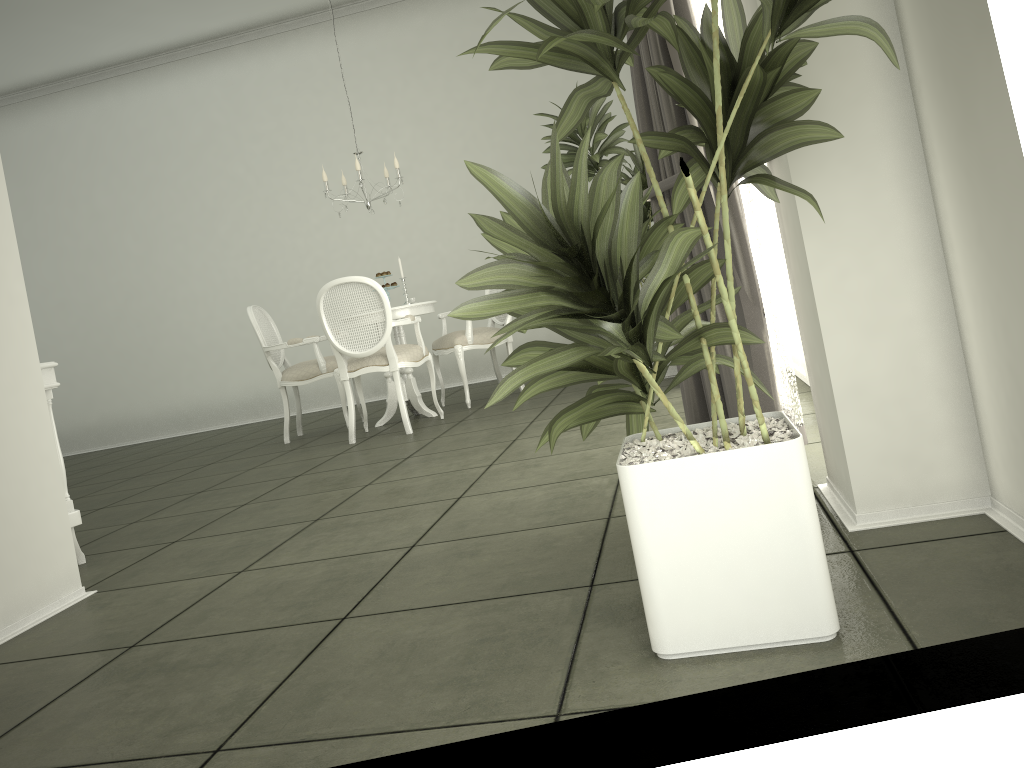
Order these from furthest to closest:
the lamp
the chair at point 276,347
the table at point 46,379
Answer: the chair at point 276,347 → the lamp → the table at point 46,379

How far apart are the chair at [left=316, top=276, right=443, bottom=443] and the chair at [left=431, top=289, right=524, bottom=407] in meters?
0.4 m

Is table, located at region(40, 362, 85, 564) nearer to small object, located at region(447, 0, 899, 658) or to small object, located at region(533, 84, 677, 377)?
small object, located at region(447, 0, 899, 658)

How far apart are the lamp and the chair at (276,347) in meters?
1.2 m

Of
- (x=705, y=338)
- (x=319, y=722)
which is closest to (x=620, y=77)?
(x=705, y=338)

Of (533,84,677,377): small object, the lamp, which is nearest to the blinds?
(533,84,677,377): small object

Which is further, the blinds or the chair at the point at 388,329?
the chair at the point at 388,329

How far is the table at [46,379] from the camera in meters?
3.4 m

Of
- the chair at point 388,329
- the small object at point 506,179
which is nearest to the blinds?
the small object at point 506,179

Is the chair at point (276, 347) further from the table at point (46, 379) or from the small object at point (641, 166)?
the table at point (46, 379)
